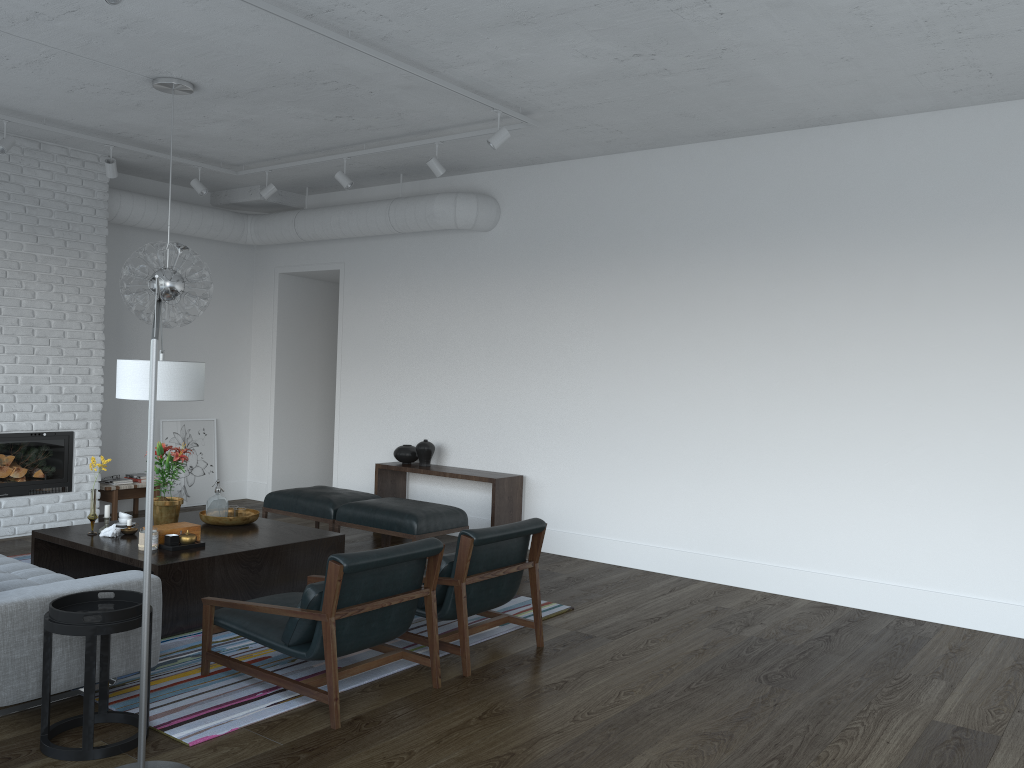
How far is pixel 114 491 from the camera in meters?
→ 7.9 m

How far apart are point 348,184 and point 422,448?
2.3 meters

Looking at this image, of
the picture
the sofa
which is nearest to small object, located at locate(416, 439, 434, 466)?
the picture

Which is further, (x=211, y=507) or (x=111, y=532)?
(x=211, y=507)

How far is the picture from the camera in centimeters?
889cm

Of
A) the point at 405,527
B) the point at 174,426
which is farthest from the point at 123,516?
the point at 174,426

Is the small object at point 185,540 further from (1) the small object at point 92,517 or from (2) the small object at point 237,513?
(2) the small object at point 237,513

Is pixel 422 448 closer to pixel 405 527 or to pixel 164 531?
pixel 405 527

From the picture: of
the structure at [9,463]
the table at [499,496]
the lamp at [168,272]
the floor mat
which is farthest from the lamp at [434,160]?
the structure at [9,463]

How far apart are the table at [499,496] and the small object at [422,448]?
0.1m
